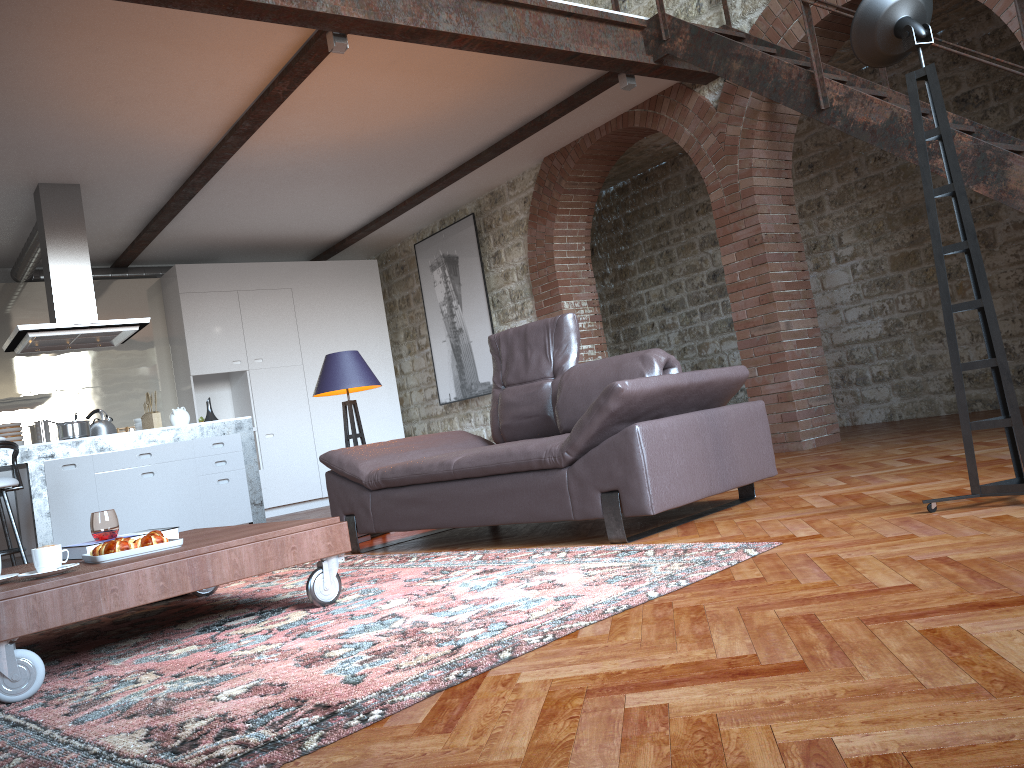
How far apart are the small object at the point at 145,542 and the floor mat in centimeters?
32cm

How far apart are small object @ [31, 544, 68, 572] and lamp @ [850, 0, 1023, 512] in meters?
2.7

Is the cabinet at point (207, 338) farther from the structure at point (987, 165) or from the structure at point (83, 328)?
the structure at point (987, 165)

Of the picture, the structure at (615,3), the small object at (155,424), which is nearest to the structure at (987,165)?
the structure at (615,3)

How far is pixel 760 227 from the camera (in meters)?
6.36

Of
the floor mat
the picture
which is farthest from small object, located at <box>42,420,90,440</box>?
the picture

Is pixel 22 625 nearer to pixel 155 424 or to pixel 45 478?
pixel 45 478

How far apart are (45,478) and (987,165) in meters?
6.2 m

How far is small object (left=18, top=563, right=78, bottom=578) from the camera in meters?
2.5 m

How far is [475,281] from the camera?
9.1 meters
